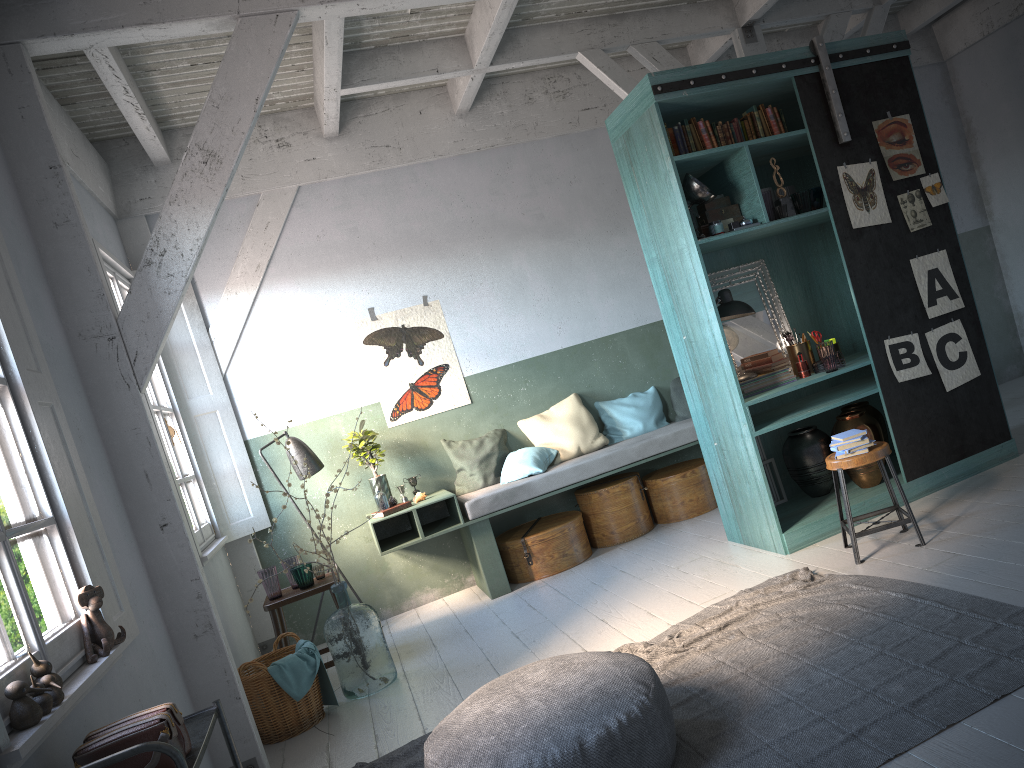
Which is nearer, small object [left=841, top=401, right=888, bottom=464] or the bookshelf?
the bookshelf

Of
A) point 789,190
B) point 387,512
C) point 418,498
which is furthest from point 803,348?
point 387,512

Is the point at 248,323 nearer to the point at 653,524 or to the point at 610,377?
the point at 610,377

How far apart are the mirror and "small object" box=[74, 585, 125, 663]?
4.48m

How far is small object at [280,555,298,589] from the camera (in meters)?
6.56

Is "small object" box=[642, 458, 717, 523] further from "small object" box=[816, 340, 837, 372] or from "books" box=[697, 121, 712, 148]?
"books" box=[697, 121, 712, 148]

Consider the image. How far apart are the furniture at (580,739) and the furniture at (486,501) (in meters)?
3.35

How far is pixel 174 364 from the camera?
7.4 meters

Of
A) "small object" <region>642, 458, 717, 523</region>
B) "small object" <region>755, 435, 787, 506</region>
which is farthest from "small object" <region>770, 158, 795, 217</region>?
"small object" <region>642, 458, 717, 523</region>

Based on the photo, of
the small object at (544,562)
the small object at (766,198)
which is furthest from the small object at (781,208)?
the small object at (544,562)
